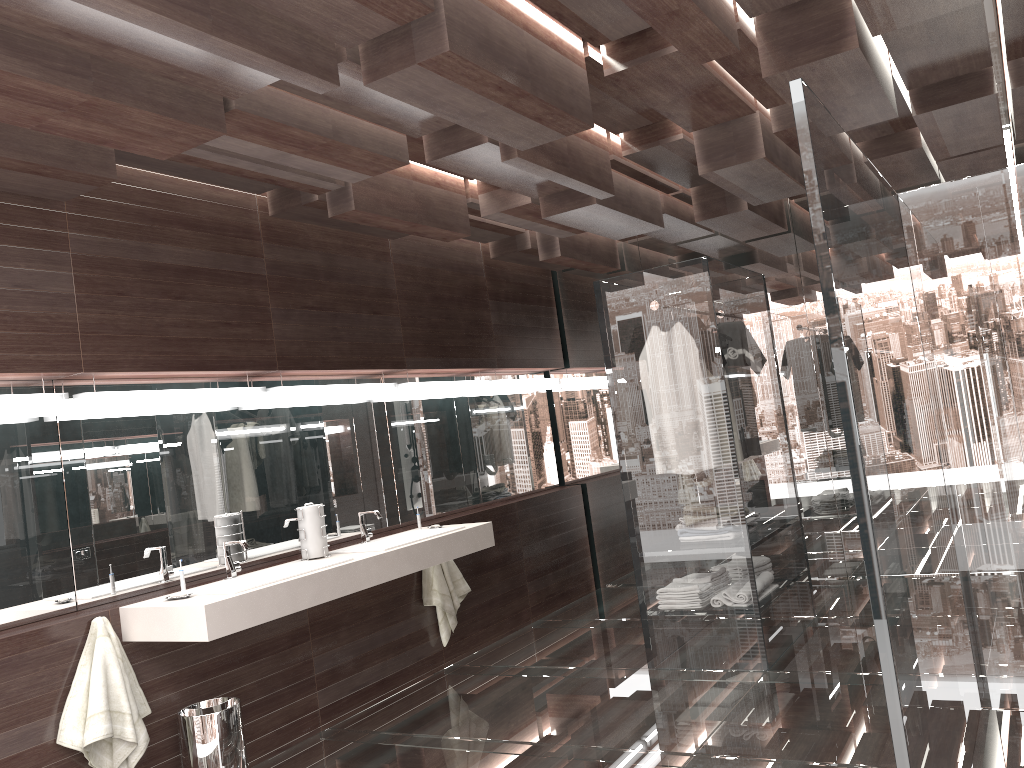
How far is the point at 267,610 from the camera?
3.43m

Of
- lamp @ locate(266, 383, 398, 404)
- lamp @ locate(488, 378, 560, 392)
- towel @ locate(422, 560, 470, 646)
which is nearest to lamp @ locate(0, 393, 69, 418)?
lamp @ locate(266, 383, 398, 404)

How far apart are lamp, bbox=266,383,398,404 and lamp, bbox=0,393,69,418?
1.1m

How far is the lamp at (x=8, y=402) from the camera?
3.2 meters

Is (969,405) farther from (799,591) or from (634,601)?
(634,601)

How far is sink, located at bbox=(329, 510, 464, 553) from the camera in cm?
442

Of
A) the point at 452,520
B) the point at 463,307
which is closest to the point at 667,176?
the point at 463,307

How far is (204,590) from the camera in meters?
3.6 m

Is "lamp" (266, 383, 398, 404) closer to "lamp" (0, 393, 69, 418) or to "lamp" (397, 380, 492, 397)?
"lamp" (397, 380, 492, 397)

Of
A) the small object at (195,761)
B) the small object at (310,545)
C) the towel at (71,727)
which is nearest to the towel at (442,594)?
the small object at (310,545)
